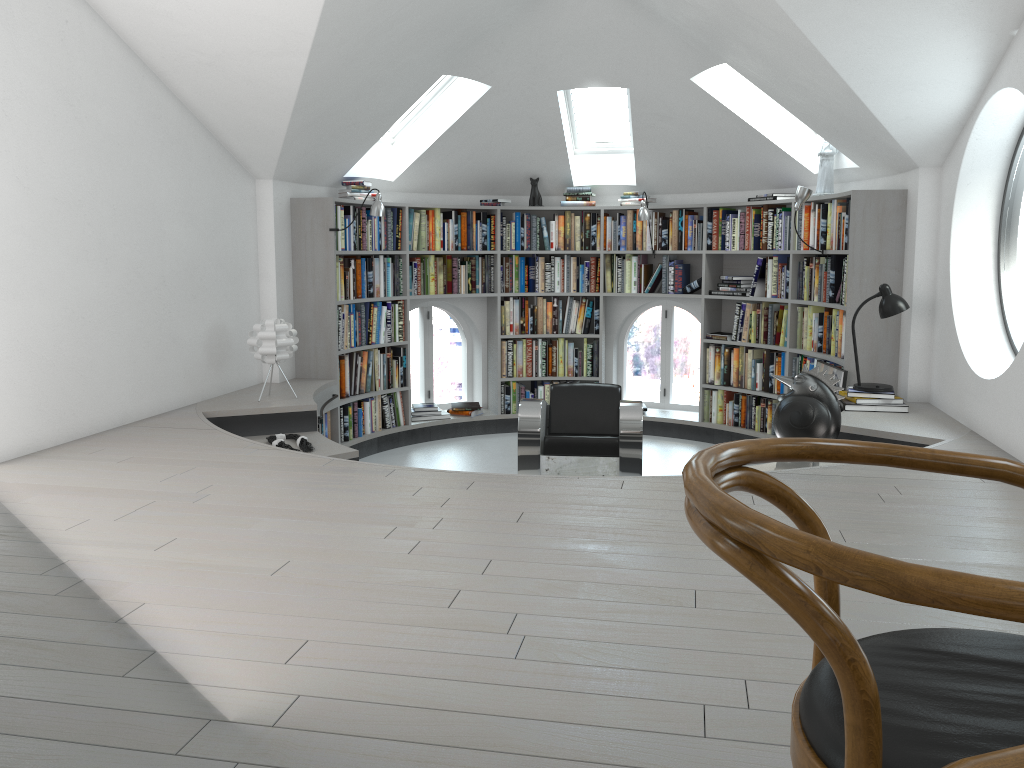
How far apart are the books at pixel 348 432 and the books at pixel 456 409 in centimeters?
58cm

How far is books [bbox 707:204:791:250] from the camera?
6.92m

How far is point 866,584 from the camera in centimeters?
71cm

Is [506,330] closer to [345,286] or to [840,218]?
[345,286]

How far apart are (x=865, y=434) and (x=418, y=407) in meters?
4.1

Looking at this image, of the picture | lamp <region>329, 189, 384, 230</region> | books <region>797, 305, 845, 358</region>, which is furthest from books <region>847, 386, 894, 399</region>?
lamp <region>329, 189, 384, 230</region>

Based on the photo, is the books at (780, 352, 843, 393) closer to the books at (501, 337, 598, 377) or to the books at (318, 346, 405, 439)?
the books at (501, 337, 598, 377)

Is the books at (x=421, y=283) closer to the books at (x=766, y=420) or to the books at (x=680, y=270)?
the books at (x=680, y=270)

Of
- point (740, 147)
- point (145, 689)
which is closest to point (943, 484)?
point (145, 689)

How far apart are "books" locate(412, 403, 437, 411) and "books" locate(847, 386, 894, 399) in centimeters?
369cm
